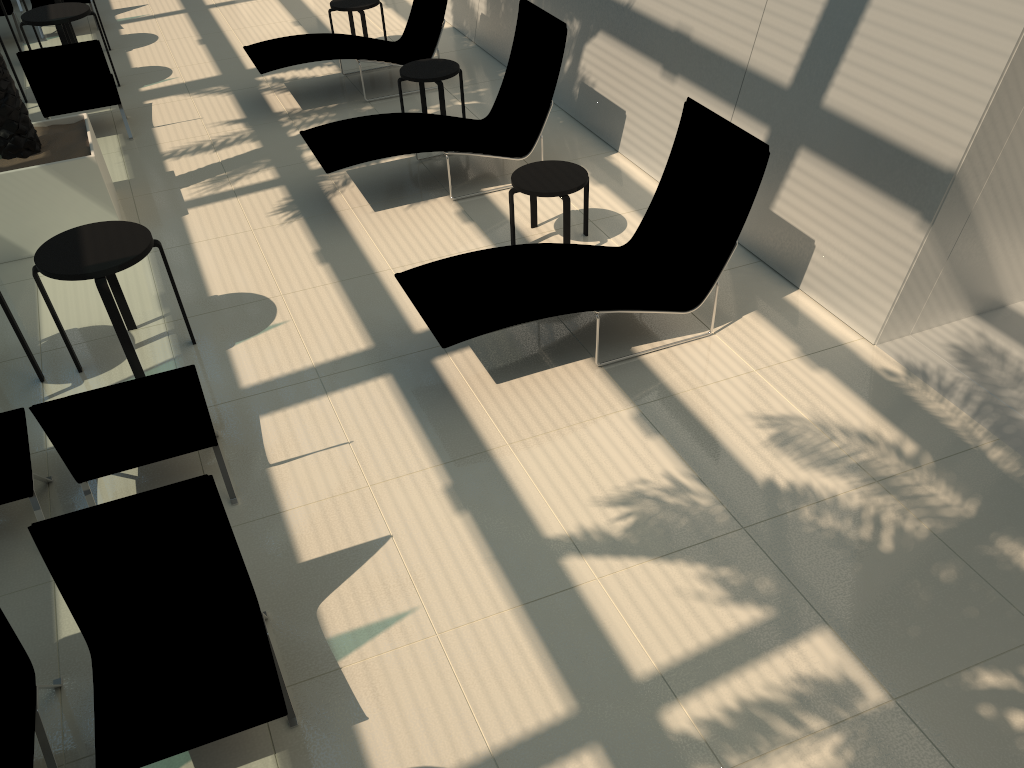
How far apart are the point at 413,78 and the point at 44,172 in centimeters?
339cm

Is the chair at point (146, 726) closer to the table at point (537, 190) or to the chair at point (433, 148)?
the table at point (537, 190)

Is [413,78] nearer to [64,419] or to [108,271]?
[108,271]

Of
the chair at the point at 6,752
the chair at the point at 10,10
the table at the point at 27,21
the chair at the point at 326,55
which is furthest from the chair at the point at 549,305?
the chair at the point at 10,10

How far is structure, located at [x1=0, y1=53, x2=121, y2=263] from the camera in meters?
6.8

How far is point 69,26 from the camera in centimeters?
1060cm

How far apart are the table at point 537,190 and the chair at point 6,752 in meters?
4.3

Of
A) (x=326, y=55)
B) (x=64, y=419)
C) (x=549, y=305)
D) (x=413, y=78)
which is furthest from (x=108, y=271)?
(x=326, y=55)

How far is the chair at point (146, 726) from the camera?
3.22m

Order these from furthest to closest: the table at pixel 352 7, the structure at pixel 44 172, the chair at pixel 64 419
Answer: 1. the table at pixel 352 7
2. the structure at pixel 44 172
3. the chair at pixel 64 419
